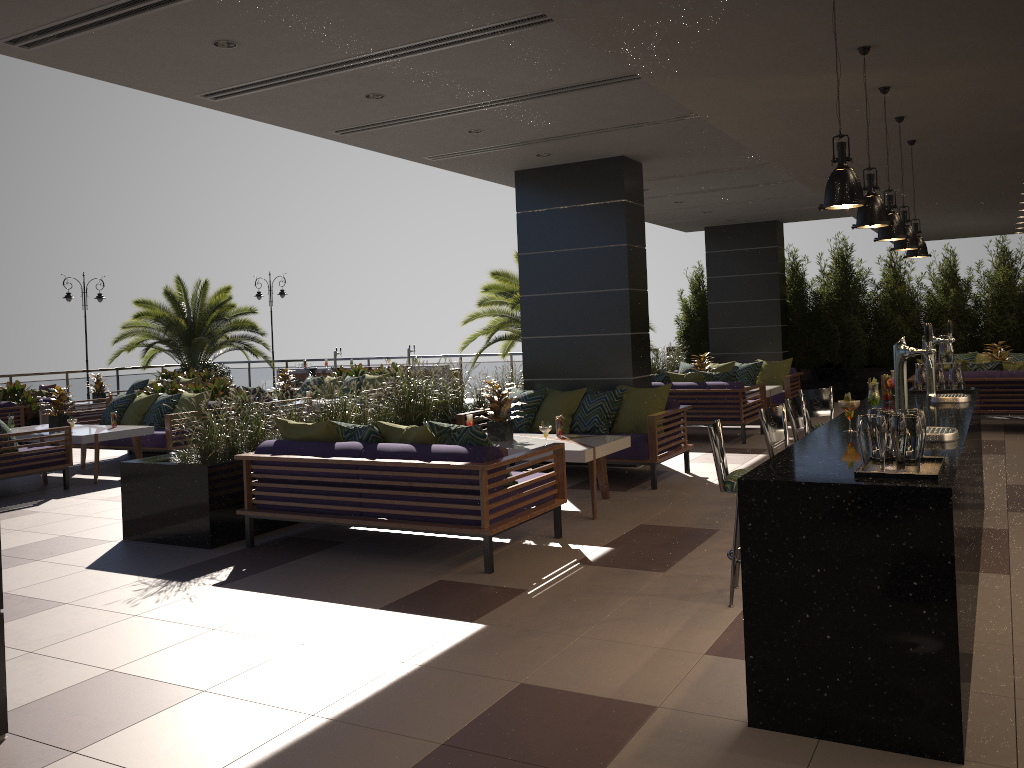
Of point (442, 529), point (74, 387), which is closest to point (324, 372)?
point (74, 387)

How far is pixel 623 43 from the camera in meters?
4.0

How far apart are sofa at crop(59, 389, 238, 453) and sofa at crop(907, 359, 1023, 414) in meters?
9.7 m

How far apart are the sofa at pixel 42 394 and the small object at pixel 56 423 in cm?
461

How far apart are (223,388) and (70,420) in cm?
223

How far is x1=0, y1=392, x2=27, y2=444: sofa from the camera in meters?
13.5

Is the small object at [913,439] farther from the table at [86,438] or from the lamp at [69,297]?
the lamp at [69,297]

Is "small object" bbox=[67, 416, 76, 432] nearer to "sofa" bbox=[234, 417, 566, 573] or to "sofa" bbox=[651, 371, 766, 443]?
"sofa" bbox=[234, 417, 566, 573]

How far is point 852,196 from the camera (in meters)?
3.35

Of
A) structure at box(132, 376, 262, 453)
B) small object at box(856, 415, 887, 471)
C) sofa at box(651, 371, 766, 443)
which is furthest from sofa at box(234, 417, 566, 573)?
structure at box(132, 376, 262, 453)
